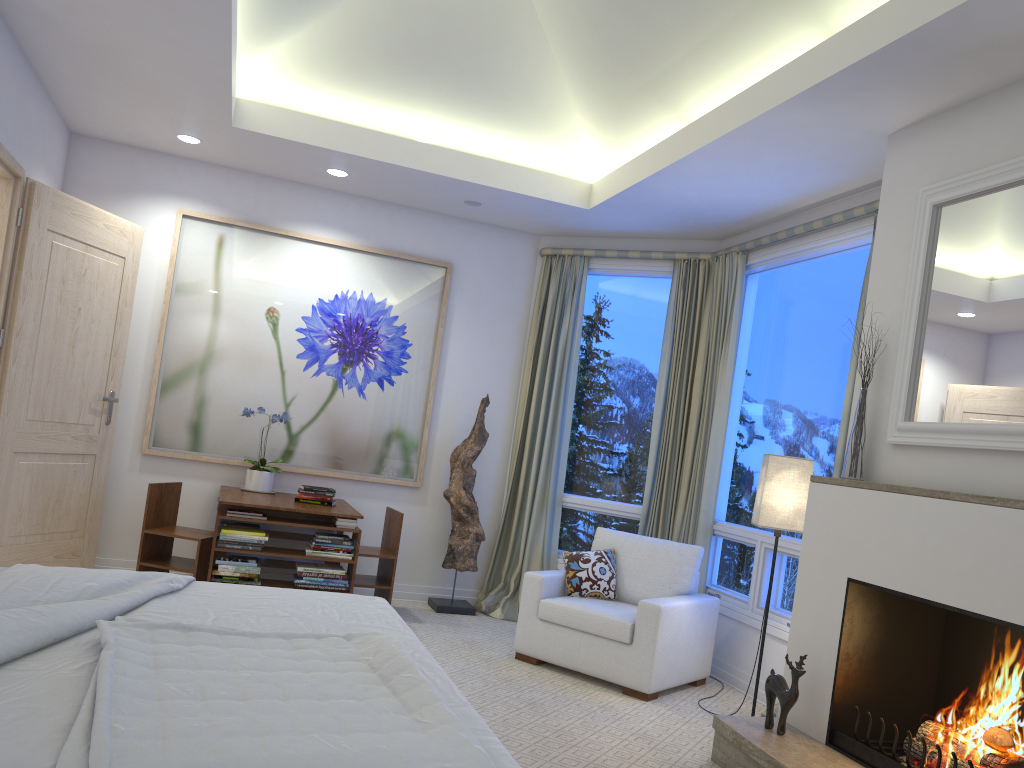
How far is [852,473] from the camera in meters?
3.3

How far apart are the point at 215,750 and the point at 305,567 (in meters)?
3.29

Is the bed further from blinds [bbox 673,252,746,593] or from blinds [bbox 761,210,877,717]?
blinds [bbox 673,252,746,593]

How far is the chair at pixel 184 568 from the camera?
4.71m

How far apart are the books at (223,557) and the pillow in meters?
1.6

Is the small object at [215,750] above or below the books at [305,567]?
above

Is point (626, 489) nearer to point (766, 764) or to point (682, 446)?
point (682, 446)

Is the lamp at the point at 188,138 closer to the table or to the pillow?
the table

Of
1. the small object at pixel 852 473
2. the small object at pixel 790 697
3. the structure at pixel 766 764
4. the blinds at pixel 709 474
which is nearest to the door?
the blinds at pixel 709 474

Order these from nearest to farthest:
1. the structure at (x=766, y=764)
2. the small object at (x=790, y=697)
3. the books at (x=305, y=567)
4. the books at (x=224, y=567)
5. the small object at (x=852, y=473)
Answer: the structure at (x=766, y=764) < the small object at (x=790, y=697) < the small object at (x=852, y=473) < the books at (x=224, y=567) < the books at (x=305, y=567)
